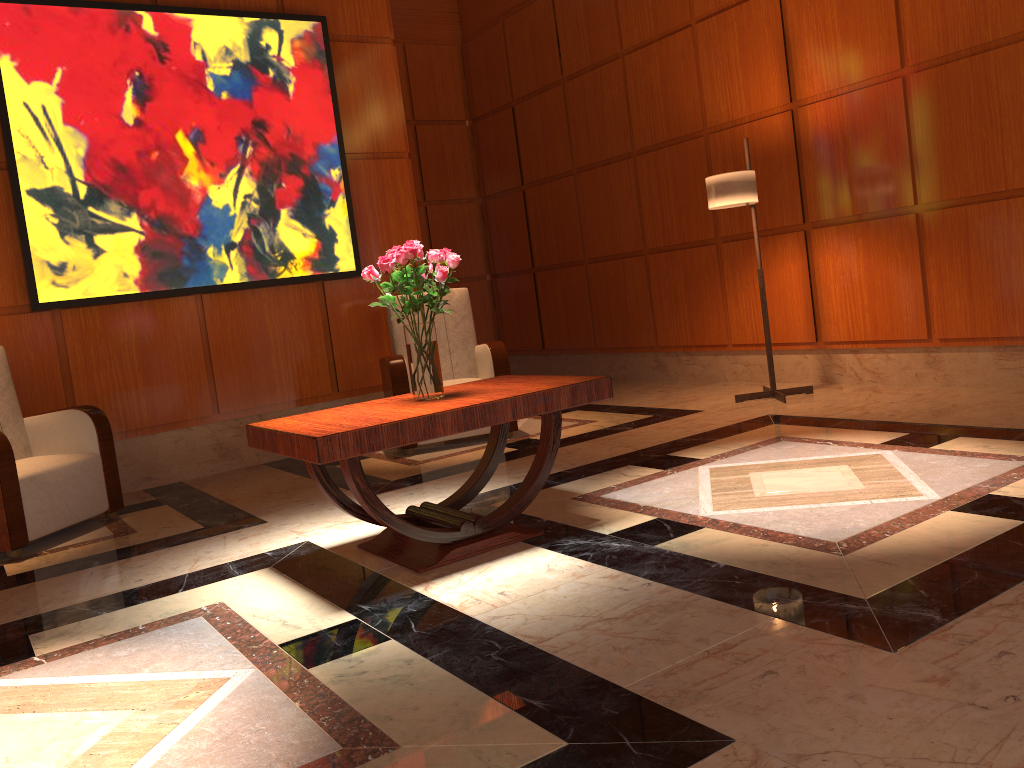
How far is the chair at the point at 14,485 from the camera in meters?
4.0 m

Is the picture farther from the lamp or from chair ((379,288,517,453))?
the lamp

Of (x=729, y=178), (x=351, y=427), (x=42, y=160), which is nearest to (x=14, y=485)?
(x=42, y=160)

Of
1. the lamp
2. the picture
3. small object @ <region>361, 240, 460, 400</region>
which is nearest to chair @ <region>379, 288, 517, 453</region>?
the picture

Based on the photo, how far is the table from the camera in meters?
2.8

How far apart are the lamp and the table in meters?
2.3

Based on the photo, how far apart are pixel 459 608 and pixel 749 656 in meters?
0.9 m

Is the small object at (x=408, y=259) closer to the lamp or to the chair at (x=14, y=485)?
the chair at (x=14, y=485)

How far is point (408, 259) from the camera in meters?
3.2

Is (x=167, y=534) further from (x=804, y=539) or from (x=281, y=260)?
(x=804, y=539)
